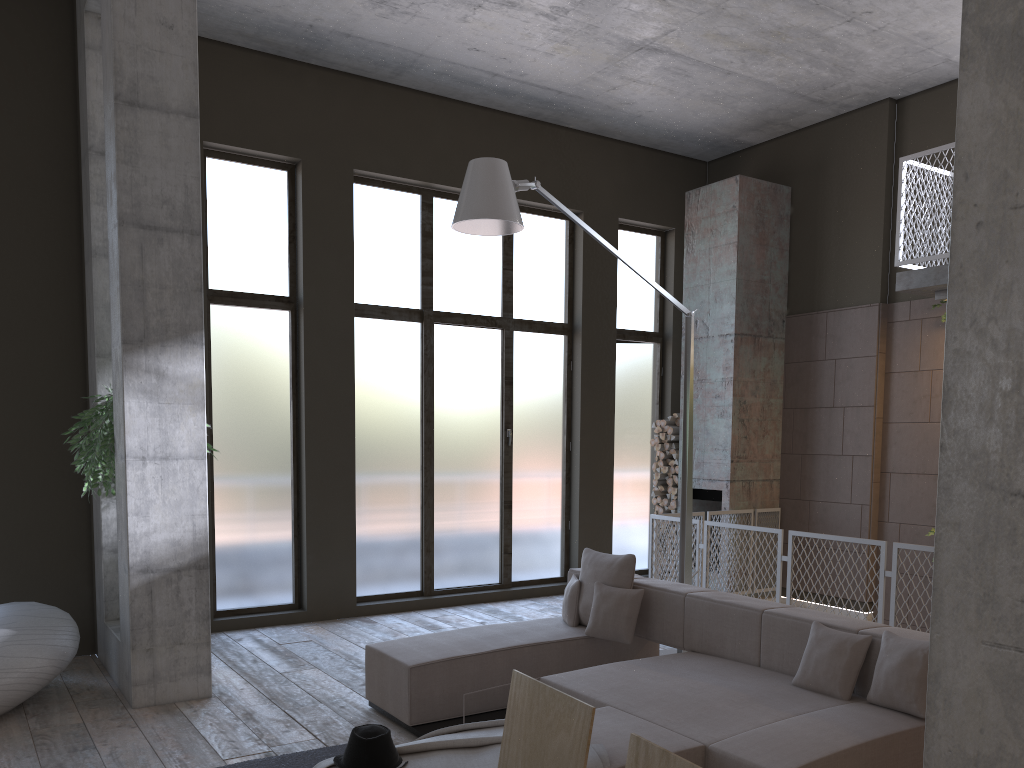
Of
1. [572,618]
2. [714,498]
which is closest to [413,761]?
[572,618]

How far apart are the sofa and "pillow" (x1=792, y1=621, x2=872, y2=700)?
0.04m

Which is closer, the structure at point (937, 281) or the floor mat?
the floor mat

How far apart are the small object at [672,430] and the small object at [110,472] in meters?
6.1 m

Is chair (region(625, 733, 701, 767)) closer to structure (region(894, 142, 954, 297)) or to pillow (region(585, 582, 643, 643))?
pillow (region(585, 582, 643, 643))

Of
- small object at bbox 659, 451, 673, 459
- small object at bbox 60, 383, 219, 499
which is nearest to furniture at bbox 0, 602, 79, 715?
small object at bbox 60, 383, 219, 499

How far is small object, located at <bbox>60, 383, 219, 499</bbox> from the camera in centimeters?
588cm

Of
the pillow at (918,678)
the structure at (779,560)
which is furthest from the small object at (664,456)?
the pillow at (918,678)

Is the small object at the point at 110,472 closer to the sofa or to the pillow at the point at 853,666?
the sofa

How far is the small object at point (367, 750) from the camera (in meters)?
3.20
